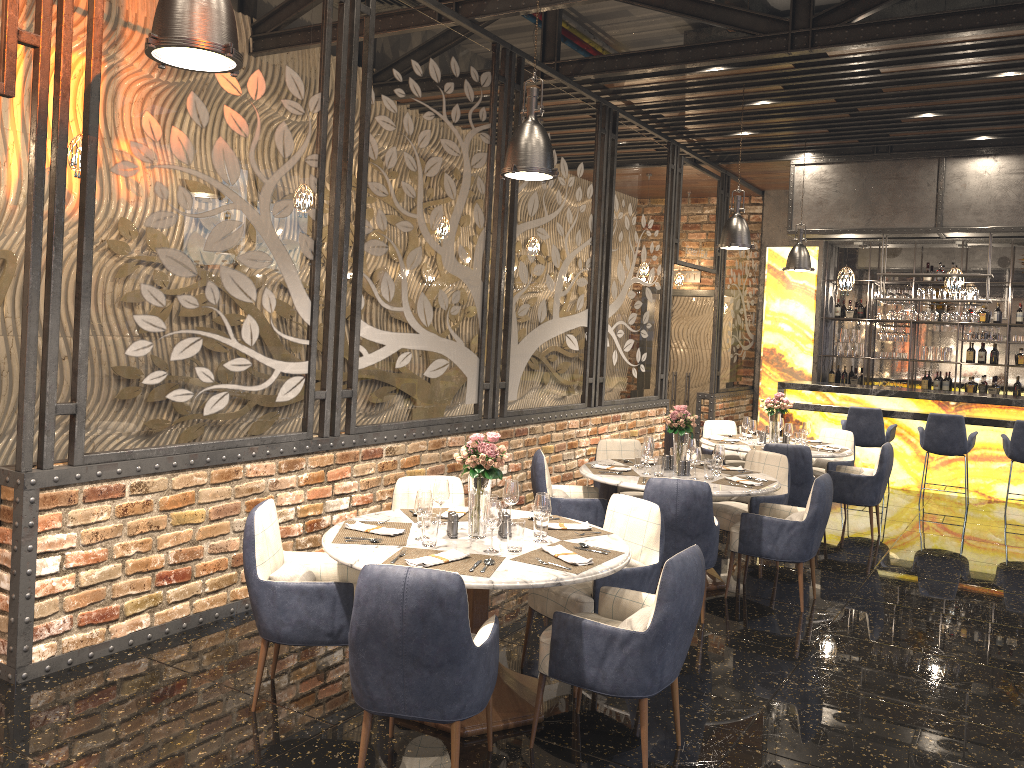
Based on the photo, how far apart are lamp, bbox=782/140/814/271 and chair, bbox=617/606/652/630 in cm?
759

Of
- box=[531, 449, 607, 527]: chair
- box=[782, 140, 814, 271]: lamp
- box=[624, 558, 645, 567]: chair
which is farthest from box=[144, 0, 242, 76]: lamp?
box=[782, 140, 814, 271]: lamp

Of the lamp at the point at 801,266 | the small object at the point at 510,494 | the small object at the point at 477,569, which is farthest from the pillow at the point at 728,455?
the small object at the point at 477,569

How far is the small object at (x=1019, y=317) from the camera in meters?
12.2

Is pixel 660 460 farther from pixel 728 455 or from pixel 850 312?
pixel 850 312

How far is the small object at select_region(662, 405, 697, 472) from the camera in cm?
614

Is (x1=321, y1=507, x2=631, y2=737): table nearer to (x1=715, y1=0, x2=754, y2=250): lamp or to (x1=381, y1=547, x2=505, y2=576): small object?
(x1=381, y1=547, x2=505, y2=576): small object

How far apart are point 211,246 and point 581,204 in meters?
4.5

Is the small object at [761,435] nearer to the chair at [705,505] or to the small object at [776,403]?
the small object at [776,403]

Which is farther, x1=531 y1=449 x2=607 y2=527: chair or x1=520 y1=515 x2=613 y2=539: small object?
x1=531 y1=449 x2=607 y2=527: chair
